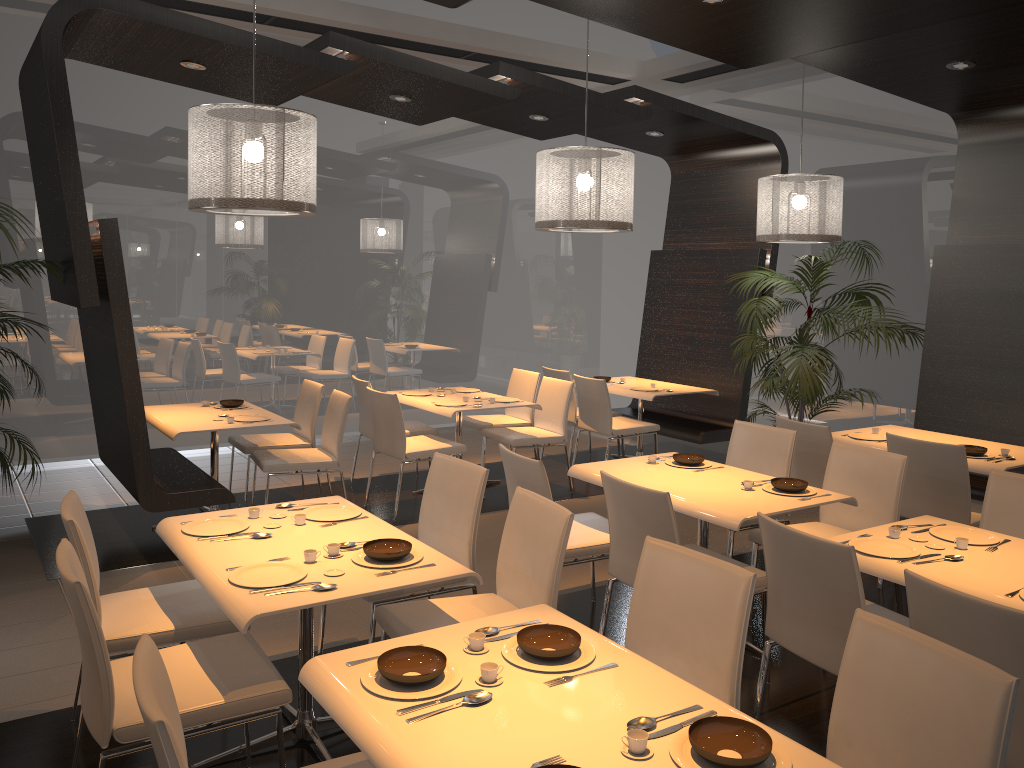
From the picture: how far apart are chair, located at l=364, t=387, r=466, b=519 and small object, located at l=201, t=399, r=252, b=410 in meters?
0.9

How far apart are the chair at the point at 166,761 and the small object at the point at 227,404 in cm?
430

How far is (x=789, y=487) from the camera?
4.1 meters

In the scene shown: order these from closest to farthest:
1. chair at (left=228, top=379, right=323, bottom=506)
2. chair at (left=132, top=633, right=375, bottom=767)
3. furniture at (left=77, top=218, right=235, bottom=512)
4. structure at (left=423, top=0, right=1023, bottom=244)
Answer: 1. chair at (left=132, top=633, right=375, bottom=767)
2. structure at (left=423, top=0, right=1023, bottom=244)
3. furniture at (left=77, top=218, right=235, bottom=512)
4. chair at (left=228, top=379, right=323, bottom=506)

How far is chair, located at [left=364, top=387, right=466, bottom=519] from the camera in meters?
6.1

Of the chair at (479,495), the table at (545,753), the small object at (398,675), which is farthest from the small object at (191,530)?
the small object at (398,675)

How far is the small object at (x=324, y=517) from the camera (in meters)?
3.54

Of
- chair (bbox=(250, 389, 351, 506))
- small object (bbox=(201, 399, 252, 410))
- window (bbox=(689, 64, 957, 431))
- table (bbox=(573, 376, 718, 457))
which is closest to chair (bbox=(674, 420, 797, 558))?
table (bbox=(573, 376, 718, 457))

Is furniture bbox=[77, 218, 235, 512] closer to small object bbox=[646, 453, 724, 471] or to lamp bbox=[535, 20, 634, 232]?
lamp bbox=[535, 20, 634, 232]

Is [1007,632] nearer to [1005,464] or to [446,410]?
[1005,464]
